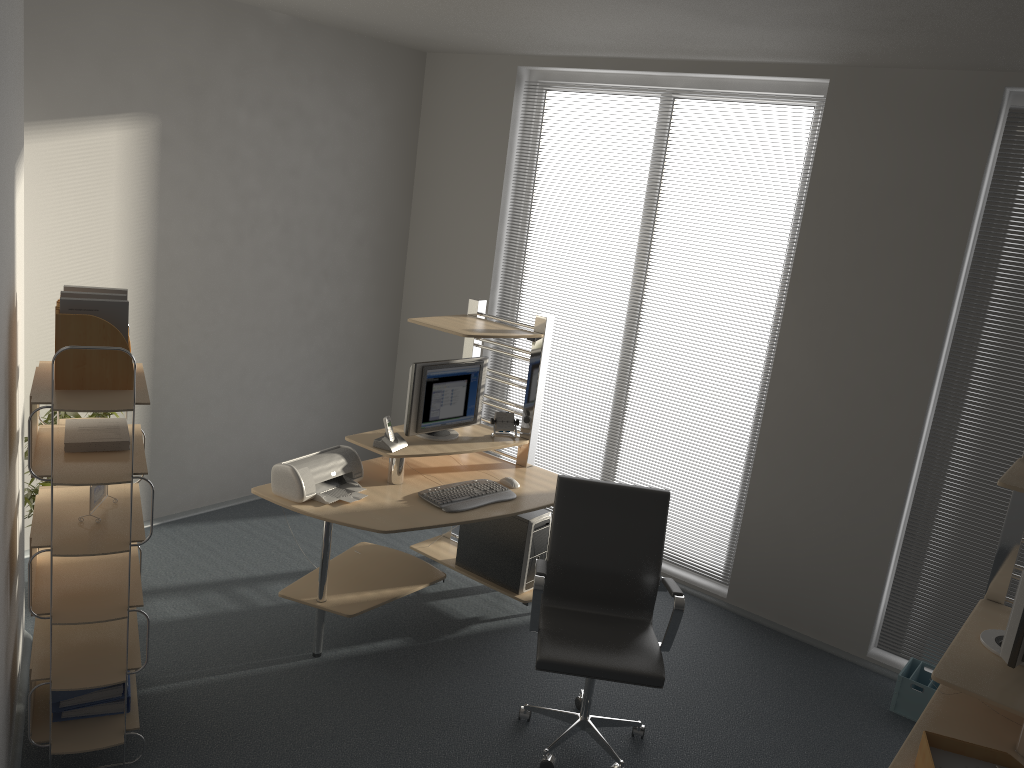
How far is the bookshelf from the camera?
3.0m

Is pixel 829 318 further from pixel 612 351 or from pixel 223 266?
pixel 223 266

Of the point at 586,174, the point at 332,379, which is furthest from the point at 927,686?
the point at 332,379

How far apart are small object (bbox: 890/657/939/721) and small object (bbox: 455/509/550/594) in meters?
1.8

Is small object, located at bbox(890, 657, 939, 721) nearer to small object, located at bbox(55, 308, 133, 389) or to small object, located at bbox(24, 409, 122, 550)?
small object, located at bbox(55, 308, 133, 389)

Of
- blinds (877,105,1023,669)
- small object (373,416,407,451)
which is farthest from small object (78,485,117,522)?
blinds (877,105,1023,669)

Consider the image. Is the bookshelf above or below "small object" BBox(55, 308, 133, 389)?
below

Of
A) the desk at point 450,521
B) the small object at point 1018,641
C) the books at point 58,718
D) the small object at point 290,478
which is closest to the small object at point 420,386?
the desk at point 450,521

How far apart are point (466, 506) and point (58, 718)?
1.82m

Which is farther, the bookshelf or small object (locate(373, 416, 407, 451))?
small object (locate(373, 416, 407, 451))
